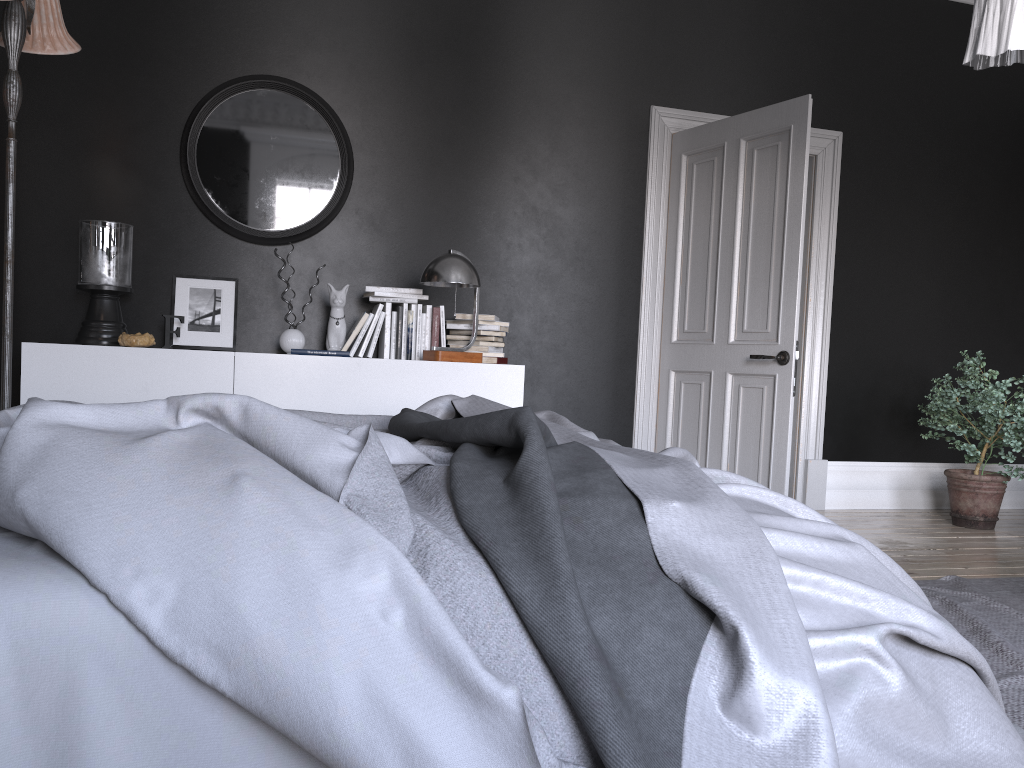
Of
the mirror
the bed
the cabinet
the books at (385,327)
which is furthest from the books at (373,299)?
the bed

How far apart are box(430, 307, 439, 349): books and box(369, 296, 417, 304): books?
0.15m

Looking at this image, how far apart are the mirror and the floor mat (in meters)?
3.53

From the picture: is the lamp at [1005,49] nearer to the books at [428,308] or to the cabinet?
the cabinet

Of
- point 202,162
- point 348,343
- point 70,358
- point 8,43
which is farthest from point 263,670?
point 202,162

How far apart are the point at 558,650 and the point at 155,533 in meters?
0.6

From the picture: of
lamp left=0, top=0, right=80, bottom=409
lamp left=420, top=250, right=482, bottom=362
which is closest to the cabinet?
lamp left=420, top=250, right=482, bottom=362

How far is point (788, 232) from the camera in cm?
478

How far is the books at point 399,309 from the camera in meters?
4.8

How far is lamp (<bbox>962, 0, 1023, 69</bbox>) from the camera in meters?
2.6 m
